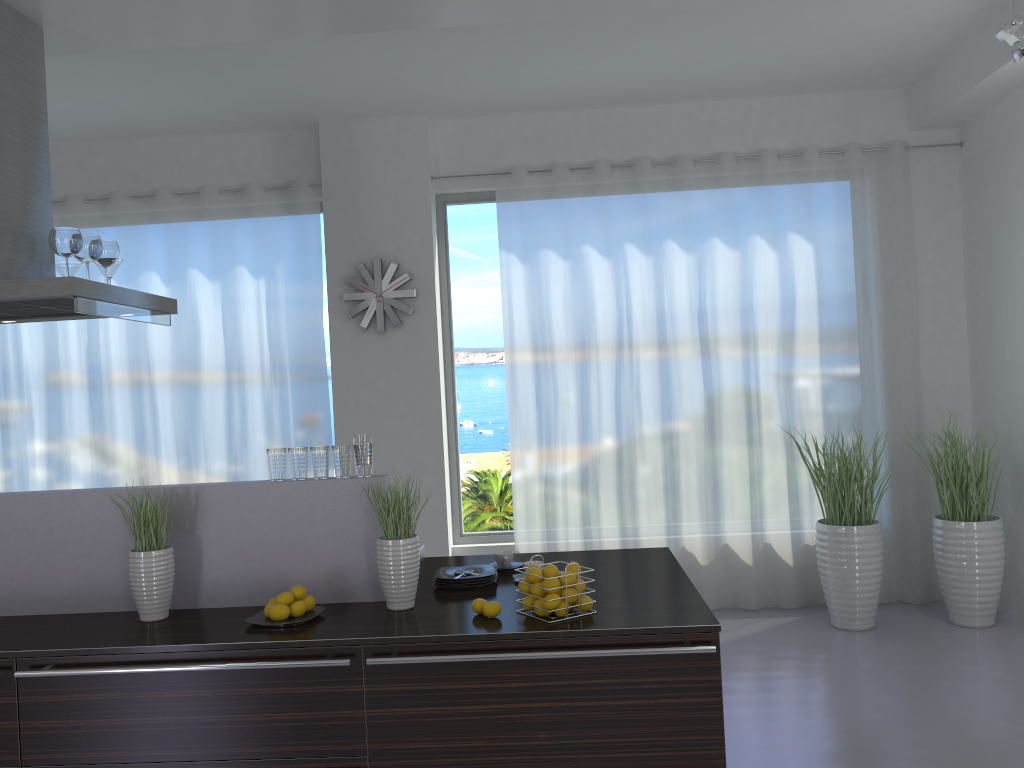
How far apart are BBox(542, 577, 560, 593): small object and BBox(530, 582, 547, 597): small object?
0.0m

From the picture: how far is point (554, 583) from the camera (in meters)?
2.82

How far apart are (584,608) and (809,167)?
4.20m

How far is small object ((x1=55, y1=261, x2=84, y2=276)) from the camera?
4.02m

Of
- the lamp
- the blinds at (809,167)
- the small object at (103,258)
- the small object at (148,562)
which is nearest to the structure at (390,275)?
the blinds at (809,167)

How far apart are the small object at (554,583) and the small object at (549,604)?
0.03m

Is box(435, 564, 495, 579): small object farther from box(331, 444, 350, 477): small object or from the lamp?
the lamp

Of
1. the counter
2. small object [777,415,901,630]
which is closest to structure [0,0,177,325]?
the counter

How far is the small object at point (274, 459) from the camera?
3.23m

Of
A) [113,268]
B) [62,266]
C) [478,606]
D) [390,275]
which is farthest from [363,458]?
[390,275]
